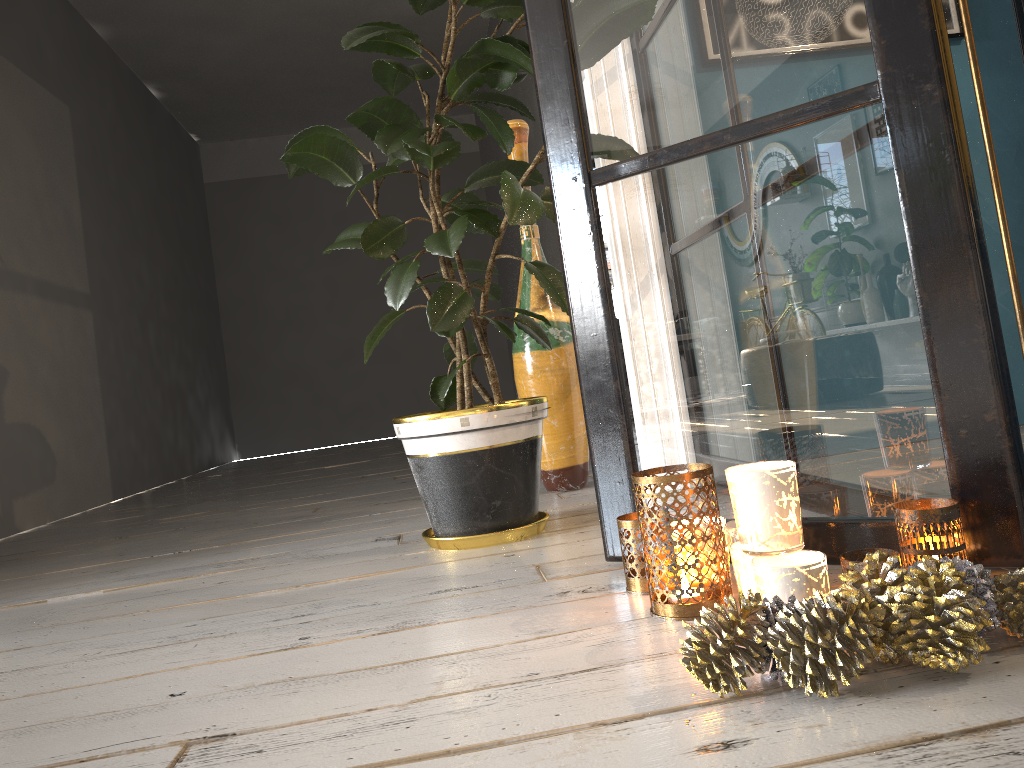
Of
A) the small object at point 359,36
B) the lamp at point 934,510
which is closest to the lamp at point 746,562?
the lamp at point 934,510

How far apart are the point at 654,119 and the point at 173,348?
5.8 meters

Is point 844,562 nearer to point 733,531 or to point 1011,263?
point 733,531

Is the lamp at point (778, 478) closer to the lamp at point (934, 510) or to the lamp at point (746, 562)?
the lamp at point (746, 562)

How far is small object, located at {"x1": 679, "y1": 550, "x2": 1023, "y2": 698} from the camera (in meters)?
0.82

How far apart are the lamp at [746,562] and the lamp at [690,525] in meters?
0.1 m

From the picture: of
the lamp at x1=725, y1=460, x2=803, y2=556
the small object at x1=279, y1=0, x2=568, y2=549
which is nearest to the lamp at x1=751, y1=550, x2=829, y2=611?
the lamp at x1=725, y1=460, x2=803, y2=556

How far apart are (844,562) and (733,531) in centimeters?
20cm

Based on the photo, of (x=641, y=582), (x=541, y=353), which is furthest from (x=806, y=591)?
(x=541, y=353)

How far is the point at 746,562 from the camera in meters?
1.1
